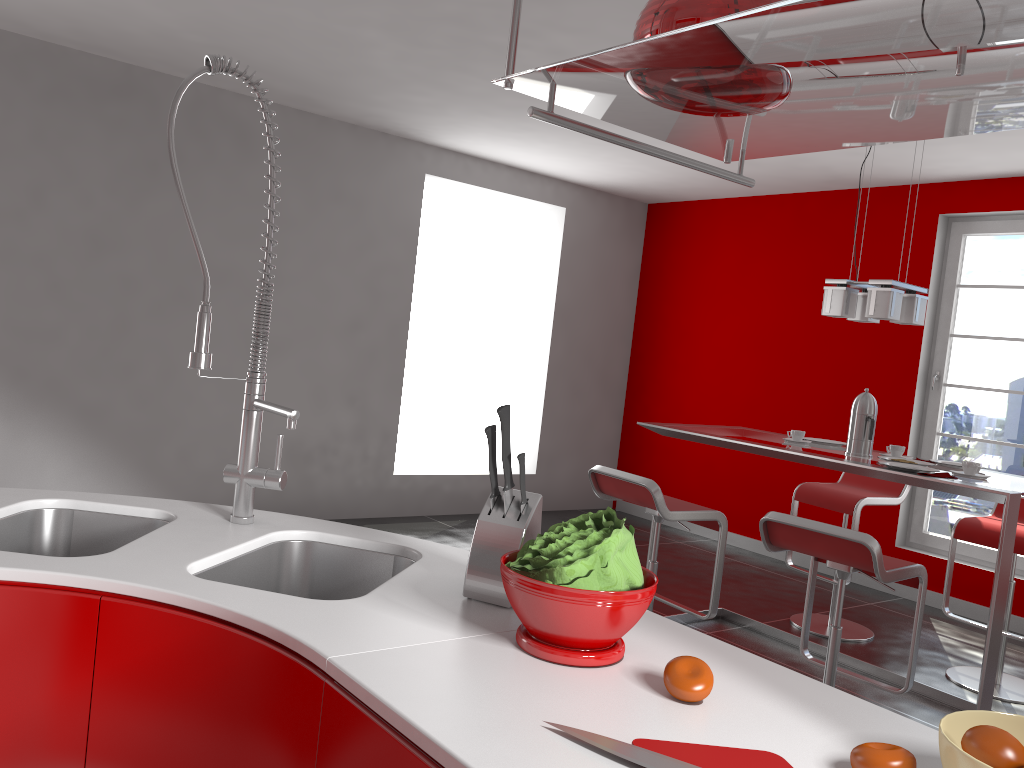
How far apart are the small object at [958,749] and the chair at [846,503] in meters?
3.6 m

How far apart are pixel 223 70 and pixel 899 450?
3.14m

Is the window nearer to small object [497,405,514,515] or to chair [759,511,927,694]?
chair [759,511,927,694]

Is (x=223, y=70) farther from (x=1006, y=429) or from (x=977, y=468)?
(x=1006, y=429)

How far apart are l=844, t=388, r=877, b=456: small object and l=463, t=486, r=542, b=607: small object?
2.59m

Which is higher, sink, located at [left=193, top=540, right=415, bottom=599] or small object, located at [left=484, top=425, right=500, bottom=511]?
small object, located at [left=484, top=425, right=500, bottom=511]

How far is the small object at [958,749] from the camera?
0.9 meters

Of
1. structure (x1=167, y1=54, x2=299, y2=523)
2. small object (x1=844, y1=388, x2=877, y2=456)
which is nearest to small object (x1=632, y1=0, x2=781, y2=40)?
structure (x1=167, y1=54, x2=299, y2=523)

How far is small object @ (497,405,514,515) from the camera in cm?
142

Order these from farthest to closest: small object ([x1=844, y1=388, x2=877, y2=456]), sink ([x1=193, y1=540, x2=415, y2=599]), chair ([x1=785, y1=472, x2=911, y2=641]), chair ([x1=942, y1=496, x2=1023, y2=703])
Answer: chair ([x1=785, y1=472, x2=911, y2=641]) → chair ([x1=942, y1=496, x2=1023, y2=703]) → small object ([x1=844, y1=388, x2=877, y2=456]) → sink ([x1=193, y1=540, x2=415, y2=599])
